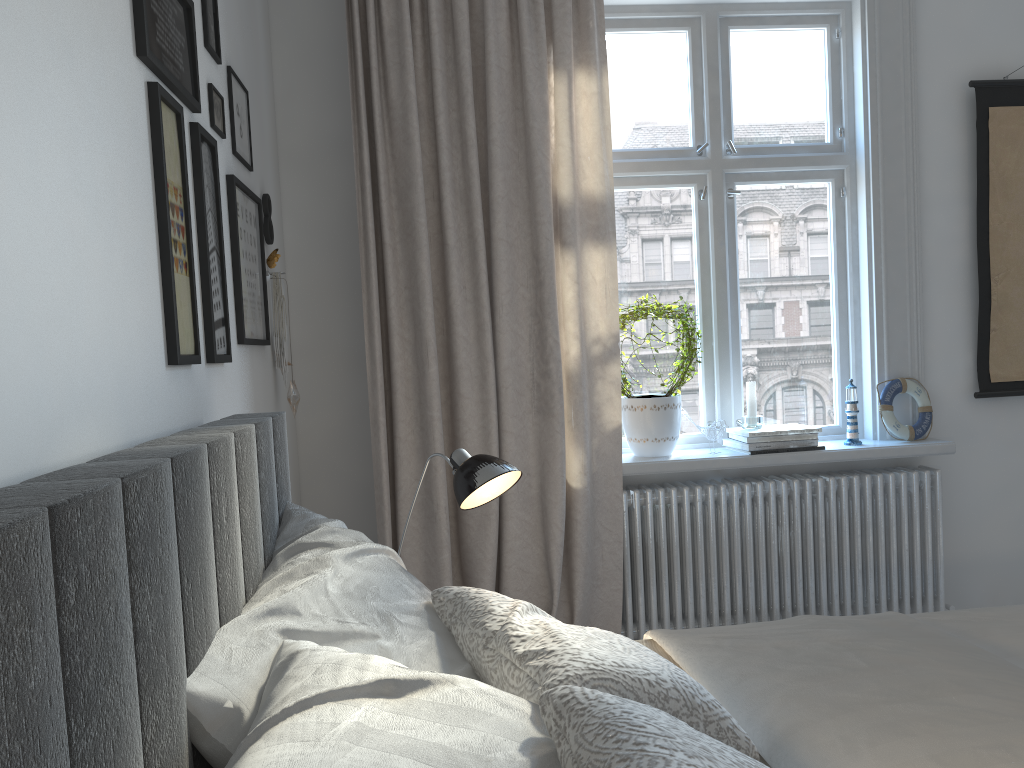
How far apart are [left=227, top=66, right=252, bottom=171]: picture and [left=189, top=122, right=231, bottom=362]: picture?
0.3 meters

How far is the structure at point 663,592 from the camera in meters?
3.0

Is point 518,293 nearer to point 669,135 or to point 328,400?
point 328,400

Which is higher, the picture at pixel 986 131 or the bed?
the picture at pixel 986 131

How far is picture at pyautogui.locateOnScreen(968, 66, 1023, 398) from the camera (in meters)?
3.18

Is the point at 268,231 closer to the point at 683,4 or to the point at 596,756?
the point at 683,4

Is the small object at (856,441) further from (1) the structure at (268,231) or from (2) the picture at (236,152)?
(2) the picture at (236,152)

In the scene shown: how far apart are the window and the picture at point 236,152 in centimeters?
133cm

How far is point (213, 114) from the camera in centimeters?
204cm

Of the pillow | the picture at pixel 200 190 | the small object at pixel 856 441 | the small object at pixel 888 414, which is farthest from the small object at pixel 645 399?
the pillow
